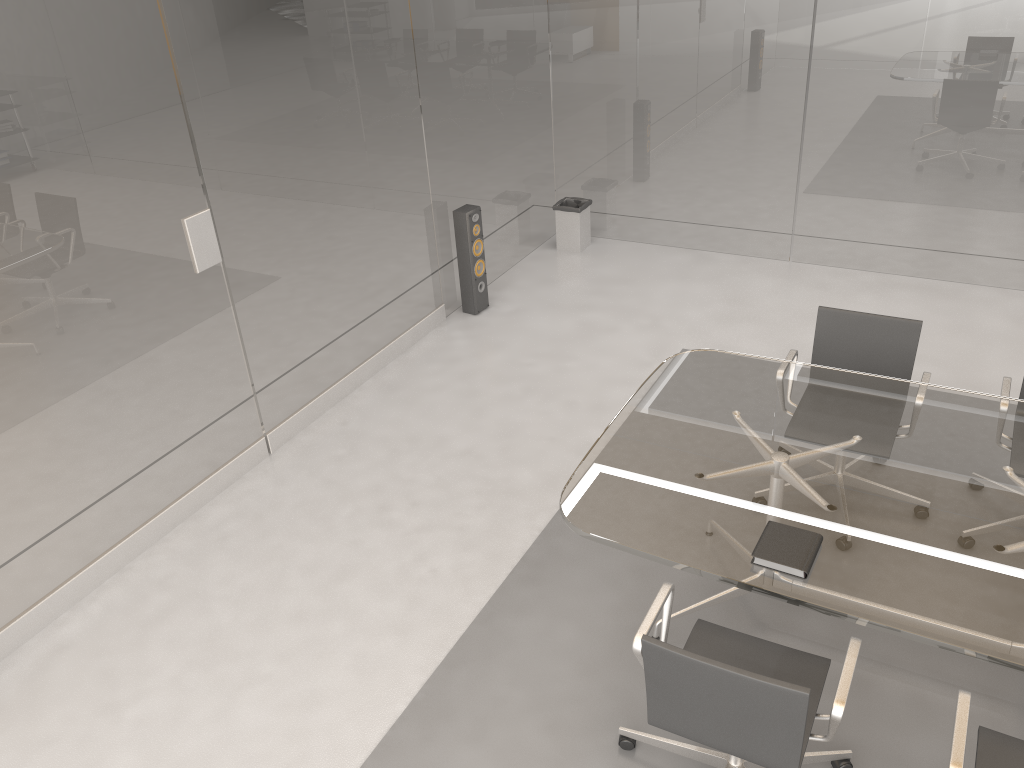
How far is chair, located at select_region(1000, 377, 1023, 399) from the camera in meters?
3.5 m

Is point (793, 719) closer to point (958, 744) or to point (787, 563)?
point (958, 744)

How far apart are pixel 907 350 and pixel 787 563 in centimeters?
162cm

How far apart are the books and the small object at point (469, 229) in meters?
3.4 m

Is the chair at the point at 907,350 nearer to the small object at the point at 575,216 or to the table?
the table

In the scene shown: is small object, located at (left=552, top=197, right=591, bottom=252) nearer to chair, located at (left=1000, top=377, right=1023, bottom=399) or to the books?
chair, located at (left=1000, top=377, right=1023, bottom=399)

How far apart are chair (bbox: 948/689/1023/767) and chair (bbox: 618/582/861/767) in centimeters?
26cm

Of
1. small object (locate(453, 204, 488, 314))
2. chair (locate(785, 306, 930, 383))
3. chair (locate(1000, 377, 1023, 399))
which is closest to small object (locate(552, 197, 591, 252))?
small object (locate(453, 204, 488, 314))

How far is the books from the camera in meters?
2.5 m

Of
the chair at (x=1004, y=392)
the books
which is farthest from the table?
the chair at (x=1004, y=392)
